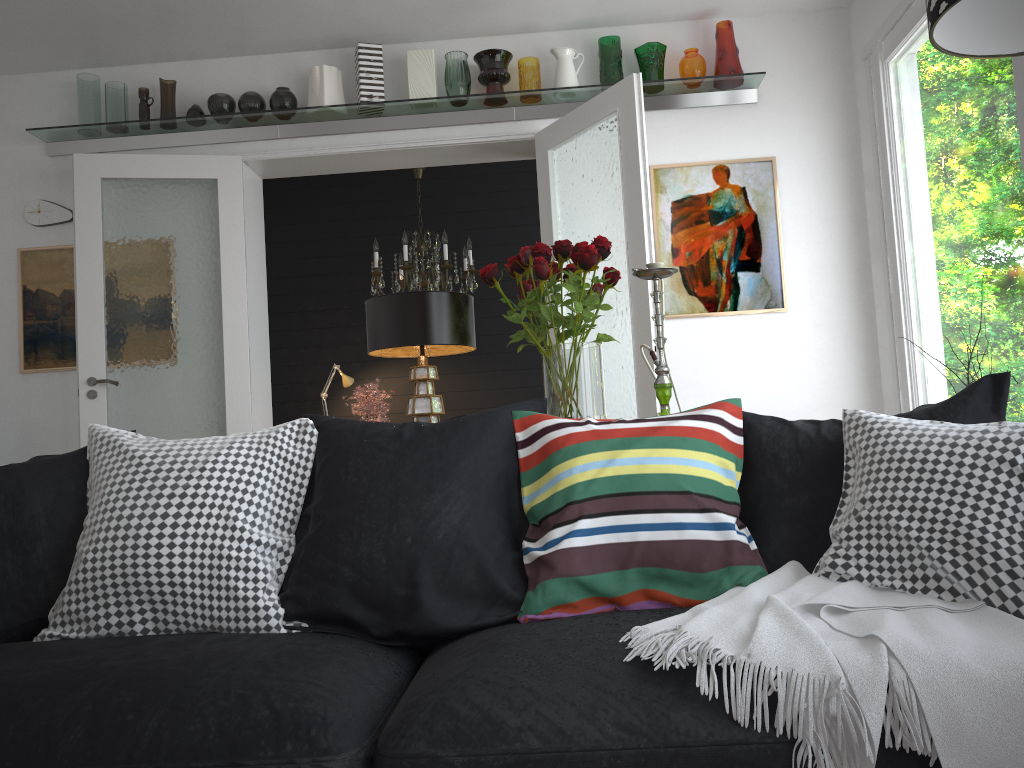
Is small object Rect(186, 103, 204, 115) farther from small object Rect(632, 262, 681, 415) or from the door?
small object Rect(632, 262, 681, 415)

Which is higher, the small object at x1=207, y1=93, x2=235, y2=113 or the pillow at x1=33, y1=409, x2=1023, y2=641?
the small object at x1=207, y1=93, x2=235, y2=113

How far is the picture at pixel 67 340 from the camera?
4.9 meters

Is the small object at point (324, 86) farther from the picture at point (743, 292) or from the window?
the window

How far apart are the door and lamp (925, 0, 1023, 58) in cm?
240

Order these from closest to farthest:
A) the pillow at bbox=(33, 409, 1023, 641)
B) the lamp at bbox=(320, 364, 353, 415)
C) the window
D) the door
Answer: the pillow at bbox=(33, 409, 1023, 641) < the window < the door < the lamp at bbox=(320, 364, 353, 415)

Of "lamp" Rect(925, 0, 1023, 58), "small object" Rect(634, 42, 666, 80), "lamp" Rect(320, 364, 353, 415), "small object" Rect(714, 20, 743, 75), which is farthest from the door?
"lamp" Rect(925, 0, 1023, 58)

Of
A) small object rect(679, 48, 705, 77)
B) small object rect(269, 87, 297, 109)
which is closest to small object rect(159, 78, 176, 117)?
small object rect(269, 87, 297, 109)

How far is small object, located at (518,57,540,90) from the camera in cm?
475

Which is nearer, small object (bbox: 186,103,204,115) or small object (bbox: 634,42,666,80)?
small object (bbox: 634,42,666,80)
